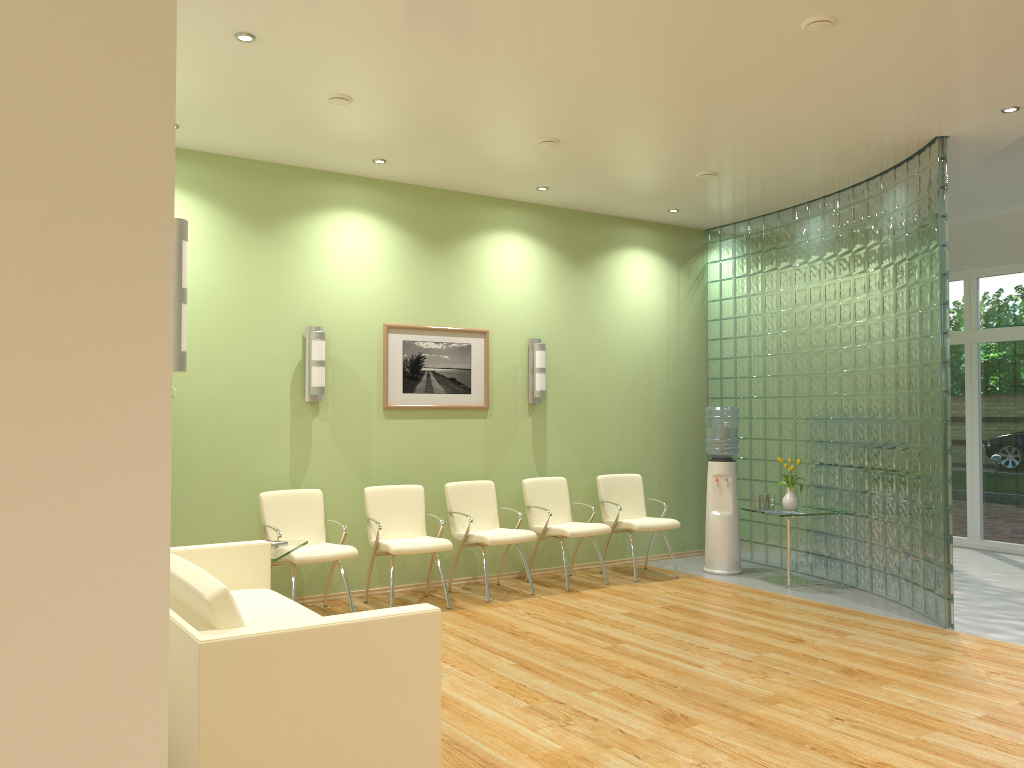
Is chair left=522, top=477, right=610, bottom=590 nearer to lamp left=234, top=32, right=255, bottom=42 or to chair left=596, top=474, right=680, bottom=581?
chair left=596, top=474, right=680, bottom=581

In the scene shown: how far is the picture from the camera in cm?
723

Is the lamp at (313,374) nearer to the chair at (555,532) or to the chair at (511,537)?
the chair at (511,537)

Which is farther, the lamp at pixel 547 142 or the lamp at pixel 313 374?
the lamp at pixel 313 374

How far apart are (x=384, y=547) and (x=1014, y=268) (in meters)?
7.11

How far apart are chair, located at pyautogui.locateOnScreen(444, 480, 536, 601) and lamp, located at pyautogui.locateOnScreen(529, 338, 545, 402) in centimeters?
89cm

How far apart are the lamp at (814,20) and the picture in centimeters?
394cm

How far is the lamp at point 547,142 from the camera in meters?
6.2 m

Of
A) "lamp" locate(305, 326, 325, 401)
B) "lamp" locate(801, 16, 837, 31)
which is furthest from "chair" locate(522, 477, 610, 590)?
"lamp" locate(801, 16, 837, 31)

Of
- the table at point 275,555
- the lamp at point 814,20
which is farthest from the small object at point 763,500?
the lamp at point 814,20
